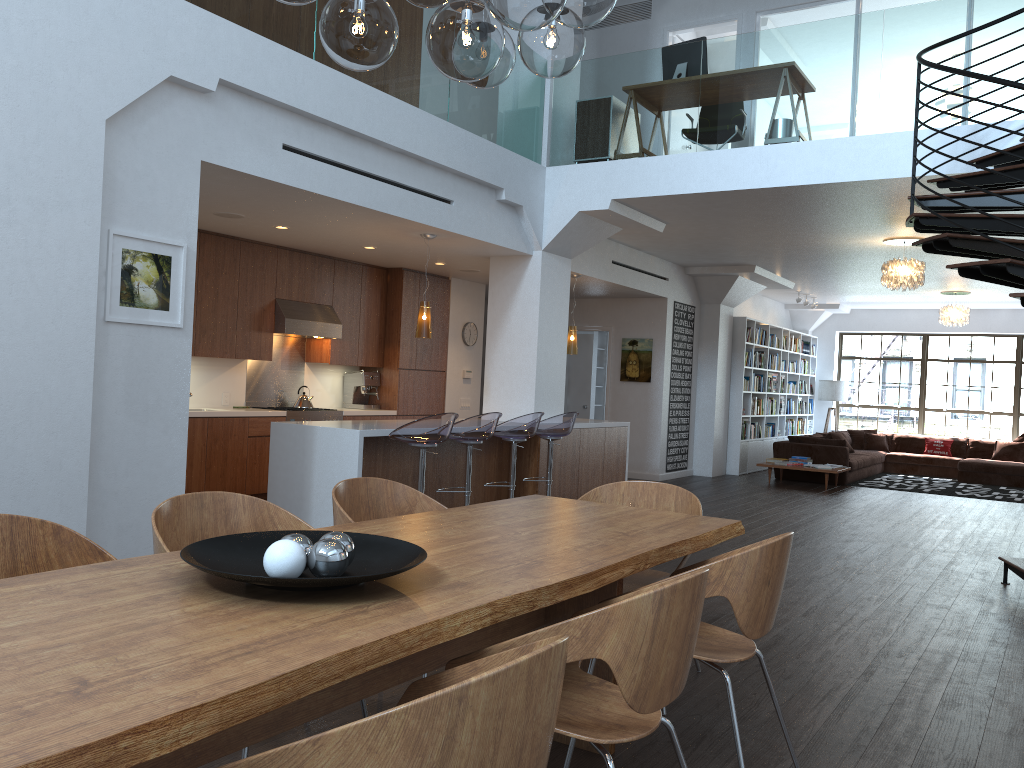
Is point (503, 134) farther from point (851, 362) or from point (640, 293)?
point (851, 362)

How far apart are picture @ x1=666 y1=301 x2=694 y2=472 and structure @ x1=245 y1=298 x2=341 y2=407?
5.07m

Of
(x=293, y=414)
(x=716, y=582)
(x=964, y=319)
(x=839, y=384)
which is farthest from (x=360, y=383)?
(x=839, y=384)

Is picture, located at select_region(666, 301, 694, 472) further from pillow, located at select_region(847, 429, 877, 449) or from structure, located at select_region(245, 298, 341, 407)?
structure, located at select_region(245, 298, 341, 407)

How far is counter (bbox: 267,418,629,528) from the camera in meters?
6.4

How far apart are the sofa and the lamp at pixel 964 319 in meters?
2.2 m

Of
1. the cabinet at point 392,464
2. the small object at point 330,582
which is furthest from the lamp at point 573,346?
the small object at point 330,582

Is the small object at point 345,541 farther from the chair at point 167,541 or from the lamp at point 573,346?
the lamp at point 573,346

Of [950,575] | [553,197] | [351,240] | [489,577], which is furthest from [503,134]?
[489,577]

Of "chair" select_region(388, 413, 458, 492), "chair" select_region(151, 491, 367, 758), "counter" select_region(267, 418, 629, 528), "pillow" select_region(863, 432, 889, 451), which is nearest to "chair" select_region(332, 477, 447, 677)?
"chair" select_region(151, 491, 367, 758)
